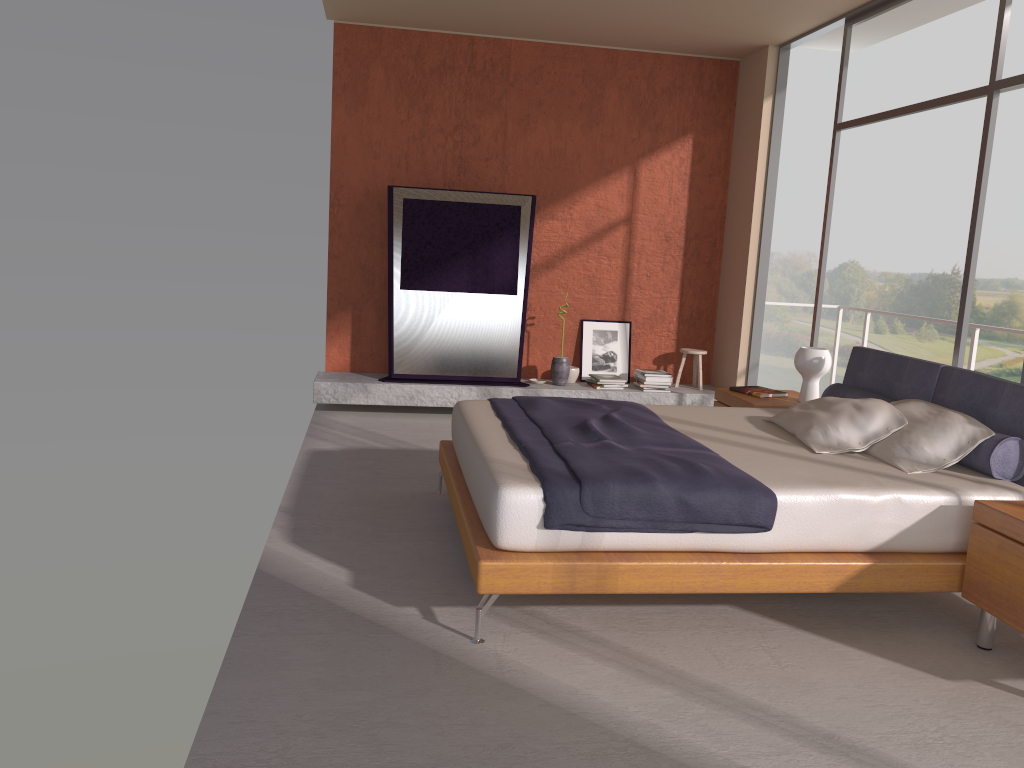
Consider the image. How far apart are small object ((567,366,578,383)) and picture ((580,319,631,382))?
0.2 meters

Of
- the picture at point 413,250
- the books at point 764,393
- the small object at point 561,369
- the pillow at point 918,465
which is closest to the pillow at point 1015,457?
the pillow at point 918,465

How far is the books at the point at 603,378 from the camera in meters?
7.6

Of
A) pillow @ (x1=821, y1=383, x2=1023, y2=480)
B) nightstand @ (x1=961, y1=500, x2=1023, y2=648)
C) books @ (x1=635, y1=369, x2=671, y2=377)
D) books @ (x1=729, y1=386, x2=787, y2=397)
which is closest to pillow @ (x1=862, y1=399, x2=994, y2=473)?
pillow @ (x1=821, y1=383, x2=1023, y2=480)

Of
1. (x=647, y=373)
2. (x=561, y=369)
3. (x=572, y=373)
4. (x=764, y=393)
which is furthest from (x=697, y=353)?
(x=764, y=393)

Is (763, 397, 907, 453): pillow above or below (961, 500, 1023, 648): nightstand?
above

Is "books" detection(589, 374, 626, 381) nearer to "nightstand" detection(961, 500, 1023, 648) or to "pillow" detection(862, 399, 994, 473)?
"pillow" detection(862, 399, 994, 473)

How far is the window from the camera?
4.64m

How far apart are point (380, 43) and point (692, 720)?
6.2 meters

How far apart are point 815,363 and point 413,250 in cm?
334
